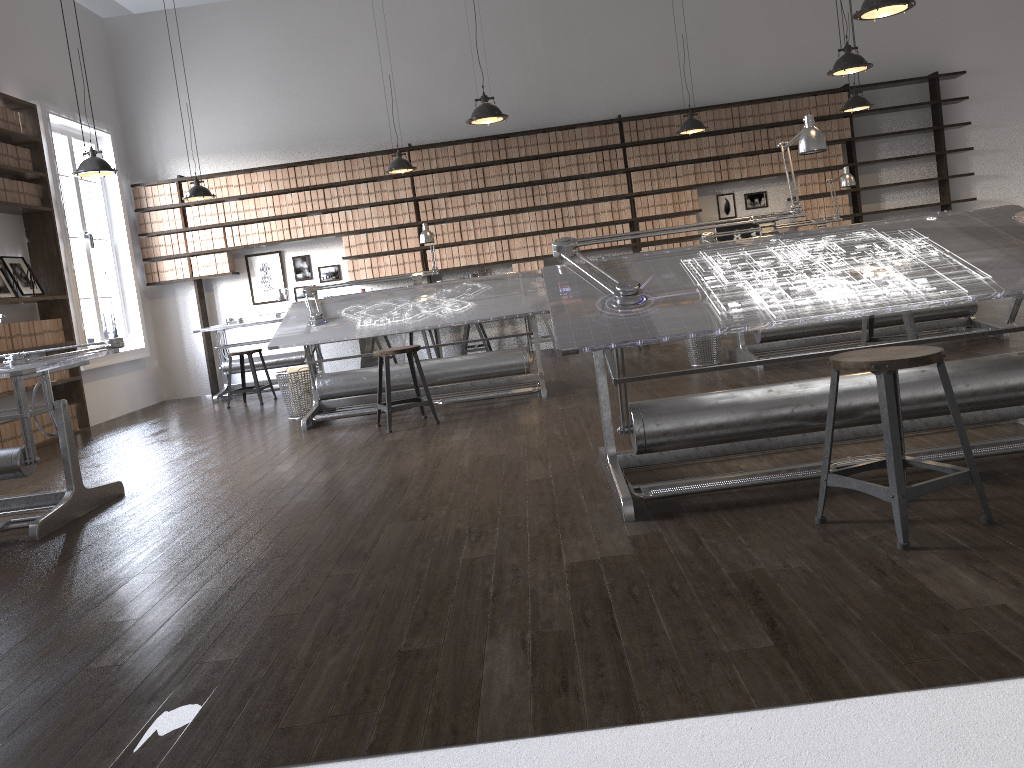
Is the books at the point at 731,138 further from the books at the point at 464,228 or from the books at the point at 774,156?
the books at the point at 464,228

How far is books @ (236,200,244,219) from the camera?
9.69m

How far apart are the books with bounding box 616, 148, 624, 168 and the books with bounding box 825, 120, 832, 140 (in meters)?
2.25

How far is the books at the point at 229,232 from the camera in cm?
971

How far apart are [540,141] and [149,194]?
4.3 meters

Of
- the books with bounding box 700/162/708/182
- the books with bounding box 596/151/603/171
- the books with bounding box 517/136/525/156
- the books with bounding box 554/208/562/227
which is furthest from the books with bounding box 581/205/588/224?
the books with bounding box 700/162/708/182

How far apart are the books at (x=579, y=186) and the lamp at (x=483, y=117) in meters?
3.3

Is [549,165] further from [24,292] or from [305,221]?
[24,292]

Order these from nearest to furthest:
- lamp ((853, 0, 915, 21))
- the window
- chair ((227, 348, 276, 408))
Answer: lamp ((853, 0, 915, 21))
chair ((227, 348, 276, 408))
the window

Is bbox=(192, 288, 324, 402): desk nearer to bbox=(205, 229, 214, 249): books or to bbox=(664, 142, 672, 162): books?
bbox=(205, 229, 214, 249): books
